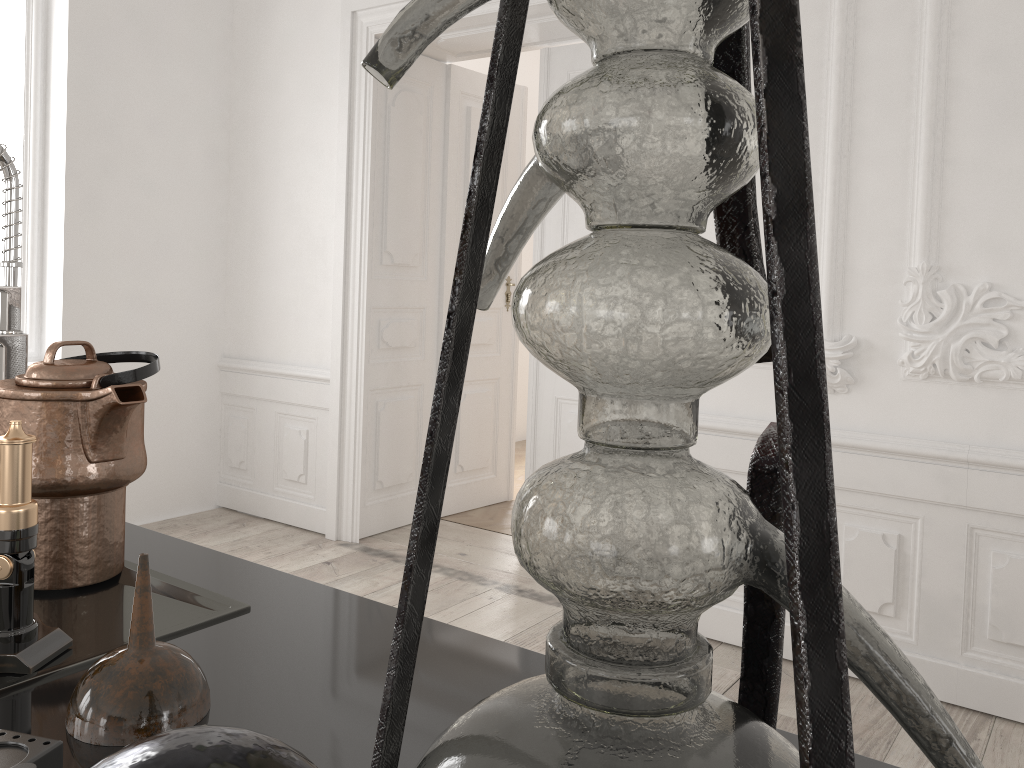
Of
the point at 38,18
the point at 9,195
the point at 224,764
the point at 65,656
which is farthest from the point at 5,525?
the point at 38,18

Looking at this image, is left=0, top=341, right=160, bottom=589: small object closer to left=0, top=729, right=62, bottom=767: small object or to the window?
left=0, top=729, right=62, bottom=767: small object

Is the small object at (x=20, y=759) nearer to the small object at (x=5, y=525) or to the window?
the small object at (x=5, y=525)

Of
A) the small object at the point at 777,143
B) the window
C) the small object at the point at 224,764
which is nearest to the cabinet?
the small object at the point at 777,143

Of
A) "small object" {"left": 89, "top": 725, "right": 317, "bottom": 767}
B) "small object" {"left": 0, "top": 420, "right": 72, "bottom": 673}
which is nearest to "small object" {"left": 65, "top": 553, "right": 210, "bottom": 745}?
"small object" {"left": 0, "top": 420, "right": 72, "bottom": 673}

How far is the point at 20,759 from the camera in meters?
0.6 m

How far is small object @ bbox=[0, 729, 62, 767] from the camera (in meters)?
0.59

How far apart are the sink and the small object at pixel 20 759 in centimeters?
17cm

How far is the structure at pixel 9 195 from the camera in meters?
1.3

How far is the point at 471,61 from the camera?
6.3m
